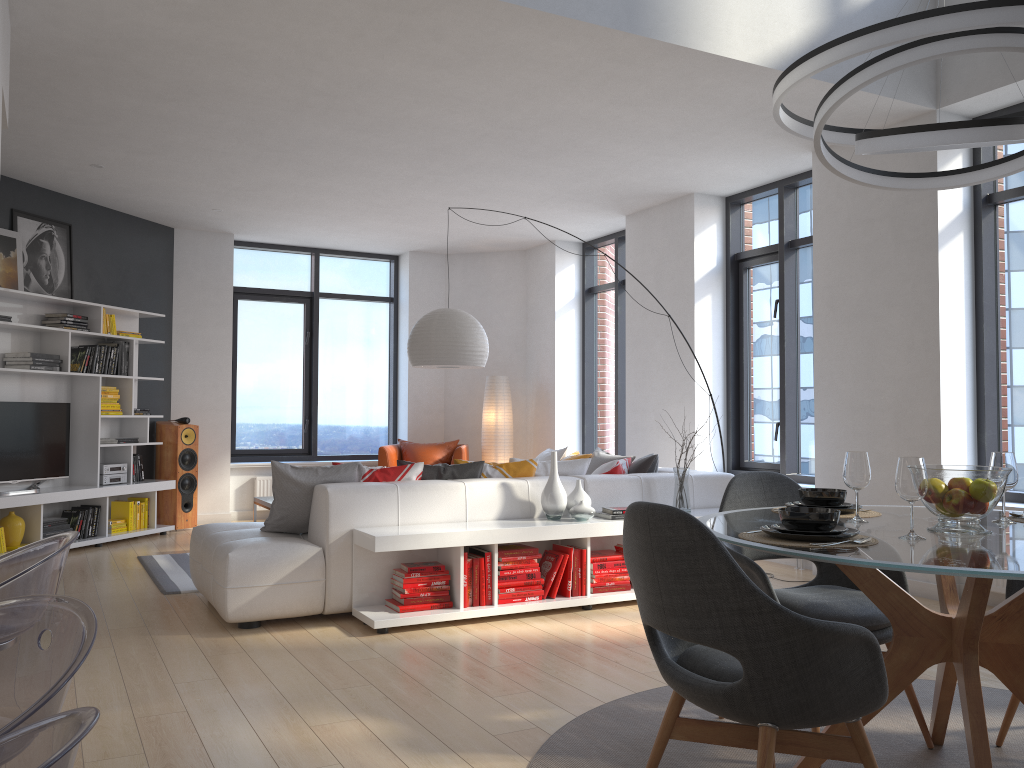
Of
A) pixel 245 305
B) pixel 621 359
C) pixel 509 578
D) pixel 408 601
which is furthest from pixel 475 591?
pixel 245 305

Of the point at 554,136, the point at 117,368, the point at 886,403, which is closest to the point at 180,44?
the point at 554,136

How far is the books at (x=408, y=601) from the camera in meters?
4.6 m

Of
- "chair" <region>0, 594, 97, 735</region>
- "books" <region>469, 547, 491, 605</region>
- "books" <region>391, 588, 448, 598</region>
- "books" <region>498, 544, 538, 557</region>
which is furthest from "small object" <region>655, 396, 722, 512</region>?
"chair" <region>0, 594, 97, 735</region>

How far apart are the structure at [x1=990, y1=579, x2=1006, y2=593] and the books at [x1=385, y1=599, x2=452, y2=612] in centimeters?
316cm

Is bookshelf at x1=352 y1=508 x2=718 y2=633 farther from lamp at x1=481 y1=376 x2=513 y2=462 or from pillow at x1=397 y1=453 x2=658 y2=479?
lamp at x1=481 y1=376 x2=513 y2=462

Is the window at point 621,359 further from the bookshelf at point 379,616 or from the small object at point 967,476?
the small object at point 967,476

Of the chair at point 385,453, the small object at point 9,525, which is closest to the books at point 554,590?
the chair at point 385,453

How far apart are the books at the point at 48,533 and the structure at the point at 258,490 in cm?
235

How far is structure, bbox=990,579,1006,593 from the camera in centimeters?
506cm
